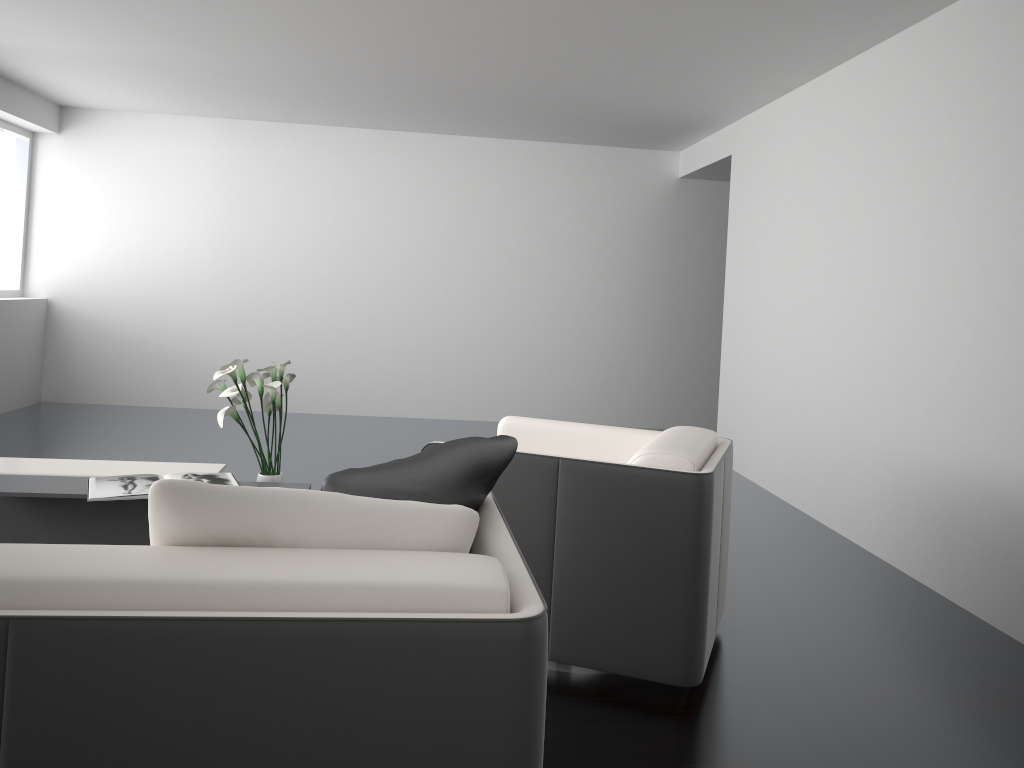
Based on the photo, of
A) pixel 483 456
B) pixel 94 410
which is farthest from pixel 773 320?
pixel 94 410

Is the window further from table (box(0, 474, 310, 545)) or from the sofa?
the sofa

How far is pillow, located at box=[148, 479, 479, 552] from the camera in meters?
1.5 m

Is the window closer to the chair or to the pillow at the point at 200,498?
the chair

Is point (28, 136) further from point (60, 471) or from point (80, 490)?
point (80, 490)

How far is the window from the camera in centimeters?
720cm

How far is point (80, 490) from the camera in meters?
3.3

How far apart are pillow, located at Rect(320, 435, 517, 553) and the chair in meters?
0.7

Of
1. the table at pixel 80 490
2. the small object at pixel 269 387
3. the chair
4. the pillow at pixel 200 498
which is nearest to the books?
the table at pixel 80 490

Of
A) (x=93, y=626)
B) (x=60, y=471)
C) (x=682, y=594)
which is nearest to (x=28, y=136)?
(x=60, y=471)
